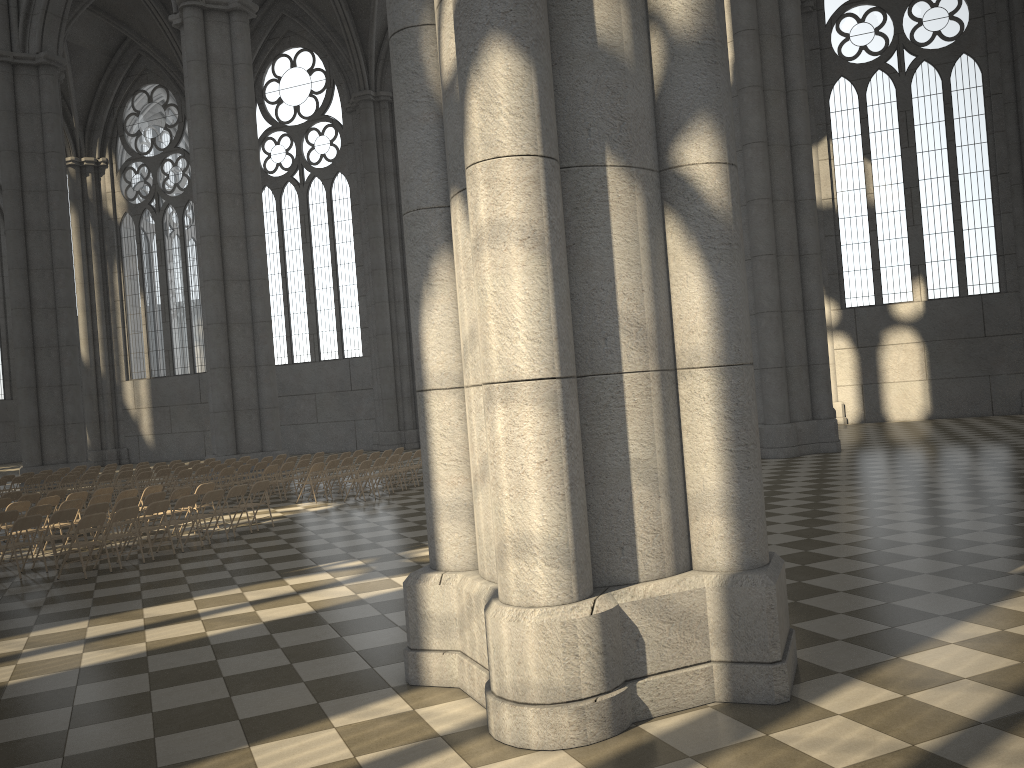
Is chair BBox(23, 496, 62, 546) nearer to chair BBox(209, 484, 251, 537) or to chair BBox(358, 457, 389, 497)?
chair BBox(209, 484, 251, 537)

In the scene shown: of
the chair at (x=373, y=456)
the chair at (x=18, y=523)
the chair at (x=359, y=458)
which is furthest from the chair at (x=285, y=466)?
the chair at (x=18, y=523)

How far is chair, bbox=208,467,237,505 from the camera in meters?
19.2 m

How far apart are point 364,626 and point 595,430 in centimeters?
363cm

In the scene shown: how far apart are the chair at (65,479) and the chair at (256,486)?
8.7m

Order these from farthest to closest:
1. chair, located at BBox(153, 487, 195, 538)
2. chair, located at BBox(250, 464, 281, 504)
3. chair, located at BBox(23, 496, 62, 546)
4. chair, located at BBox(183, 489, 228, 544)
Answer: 1. chair, located at BBox(250, 464, 281, 504)
2. chair, located at BBox(23, 496, 62, 546)
3. chair, located at BBox(153, 487, 195, 538)
4. chair, located at BBox(183, 489, 228, 544)

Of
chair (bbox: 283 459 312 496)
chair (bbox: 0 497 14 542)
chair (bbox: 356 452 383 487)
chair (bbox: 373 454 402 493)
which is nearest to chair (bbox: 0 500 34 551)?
chair (bbox: 0 497 14 542)

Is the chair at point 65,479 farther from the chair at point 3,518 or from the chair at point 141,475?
the chair at point 3,518

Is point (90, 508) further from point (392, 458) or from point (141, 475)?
point (141, 475)

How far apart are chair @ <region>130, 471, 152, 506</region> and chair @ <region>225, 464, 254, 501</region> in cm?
233
